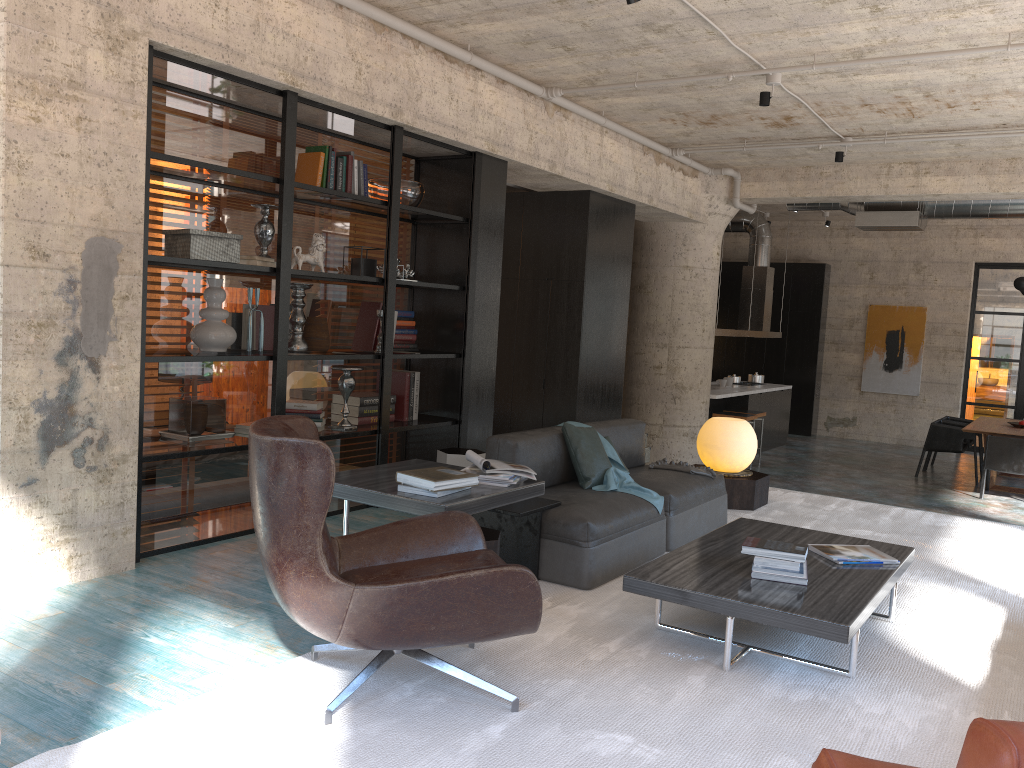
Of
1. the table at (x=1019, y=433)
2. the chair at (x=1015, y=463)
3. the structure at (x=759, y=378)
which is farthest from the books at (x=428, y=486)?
the structure at (x=759, y=378)

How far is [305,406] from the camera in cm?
570

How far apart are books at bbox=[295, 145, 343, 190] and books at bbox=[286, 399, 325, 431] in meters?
1.4 m

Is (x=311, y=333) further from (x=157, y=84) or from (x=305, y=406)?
(x=157, y=84)

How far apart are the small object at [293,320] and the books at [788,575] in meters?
3.2

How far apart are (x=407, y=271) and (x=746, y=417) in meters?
6.2

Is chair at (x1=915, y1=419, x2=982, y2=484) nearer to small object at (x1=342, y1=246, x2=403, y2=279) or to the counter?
the counter

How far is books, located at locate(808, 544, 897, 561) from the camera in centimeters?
410cm

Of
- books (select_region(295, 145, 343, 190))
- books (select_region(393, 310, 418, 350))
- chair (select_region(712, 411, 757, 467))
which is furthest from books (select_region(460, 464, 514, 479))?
chair (select_region(712, 411, 757, 467))

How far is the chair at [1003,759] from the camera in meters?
1.4 m
